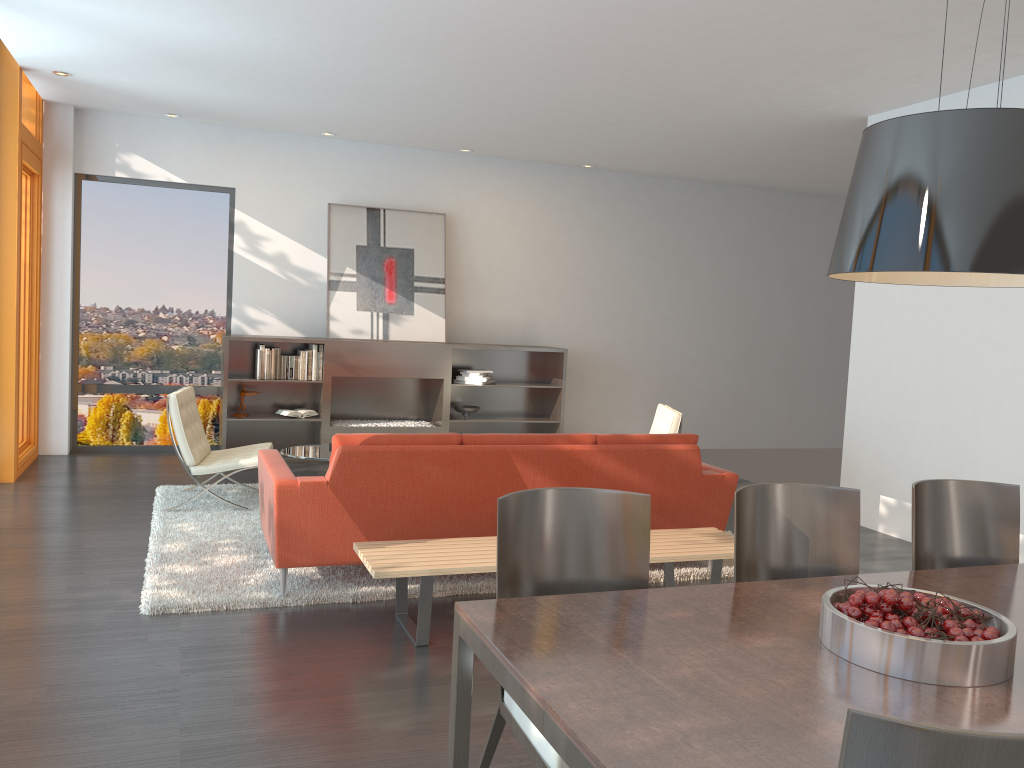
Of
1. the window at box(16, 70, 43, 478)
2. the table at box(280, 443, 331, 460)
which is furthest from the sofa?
the window at box(16, 70, 43, 478)

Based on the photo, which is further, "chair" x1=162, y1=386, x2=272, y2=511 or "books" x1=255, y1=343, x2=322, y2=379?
"books" x1=255, y1=343, x2=322, y2=379

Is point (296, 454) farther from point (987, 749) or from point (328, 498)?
point (987, 749)

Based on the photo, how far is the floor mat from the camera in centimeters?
434cm

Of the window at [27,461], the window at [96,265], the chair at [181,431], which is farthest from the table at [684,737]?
the window at [96,265]

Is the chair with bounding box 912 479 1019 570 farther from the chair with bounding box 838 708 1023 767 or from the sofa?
the chair with bounding box 838 708 1023 767

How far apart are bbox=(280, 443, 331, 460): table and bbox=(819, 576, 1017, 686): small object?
4.22m

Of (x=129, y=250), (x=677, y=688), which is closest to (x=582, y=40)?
(x=677, y=688)

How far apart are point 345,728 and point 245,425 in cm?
594

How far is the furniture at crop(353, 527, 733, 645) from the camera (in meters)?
3.87
